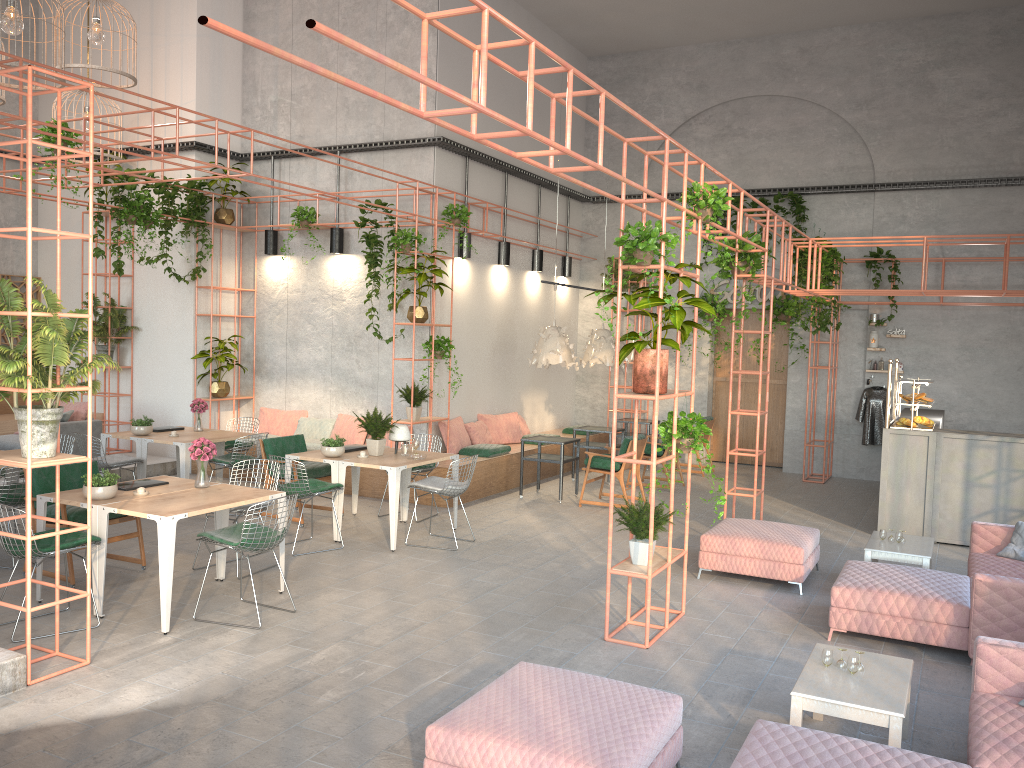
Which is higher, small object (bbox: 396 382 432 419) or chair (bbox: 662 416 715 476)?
small object (bbox: 396 382 432 419)

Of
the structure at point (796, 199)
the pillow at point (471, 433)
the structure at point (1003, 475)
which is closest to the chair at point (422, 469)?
the pillow at point (471, 433)

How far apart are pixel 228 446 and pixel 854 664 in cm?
865

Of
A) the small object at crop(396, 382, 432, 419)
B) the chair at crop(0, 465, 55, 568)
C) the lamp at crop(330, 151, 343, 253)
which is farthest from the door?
the chair at crop(0, 465, 55, 568)

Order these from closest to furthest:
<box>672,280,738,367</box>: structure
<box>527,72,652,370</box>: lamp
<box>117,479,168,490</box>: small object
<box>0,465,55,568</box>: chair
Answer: <box>117,479,168,490</box>: small object, <box>0,465,55,568</box>: chair, <box>527,72,652,370</box>: lamp, <box>672,280,738,367</box>: structure

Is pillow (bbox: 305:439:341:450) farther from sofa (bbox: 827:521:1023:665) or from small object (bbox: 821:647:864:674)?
small object (bbox: 821:647:864:674)

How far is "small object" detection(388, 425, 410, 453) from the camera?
9.5 meters

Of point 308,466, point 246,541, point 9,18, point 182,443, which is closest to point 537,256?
point 308,466

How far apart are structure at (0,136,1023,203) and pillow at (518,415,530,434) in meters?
3.9 m

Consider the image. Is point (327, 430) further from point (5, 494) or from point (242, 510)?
point (5, 494)
